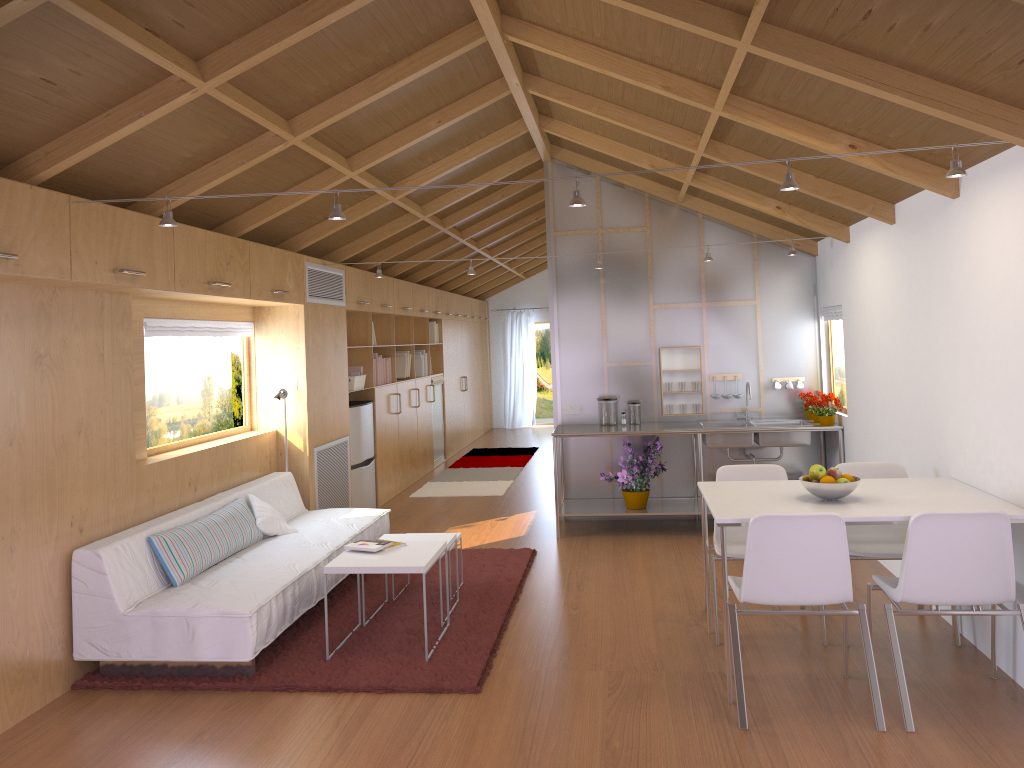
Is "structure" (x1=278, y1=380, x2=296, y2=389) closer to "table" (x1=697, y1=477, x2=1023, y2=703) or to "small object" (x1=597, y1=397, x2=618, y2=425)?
"small object" (x1=597, y1=397, x2=618, y2=425)

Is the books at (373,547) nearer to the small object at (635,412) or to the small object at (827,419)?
the small object at (635,412)

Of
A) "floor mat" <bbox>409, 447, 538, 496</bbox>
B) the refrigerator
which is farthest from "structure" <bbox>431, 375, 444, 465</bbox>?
the refrigerator

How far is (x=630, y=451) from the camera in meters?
6.7 m

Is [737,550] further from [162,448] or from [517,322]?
[517,322]

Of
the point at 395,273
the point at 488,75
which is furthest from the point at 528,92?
the point at 395,273

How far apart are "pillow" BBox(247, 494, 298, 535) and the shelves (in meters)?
2.16

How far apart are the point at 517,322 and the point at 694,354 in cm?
804

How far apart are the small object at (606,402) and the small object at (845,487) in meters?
3.1 m

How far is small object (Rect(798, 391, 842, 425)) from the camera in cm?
641
